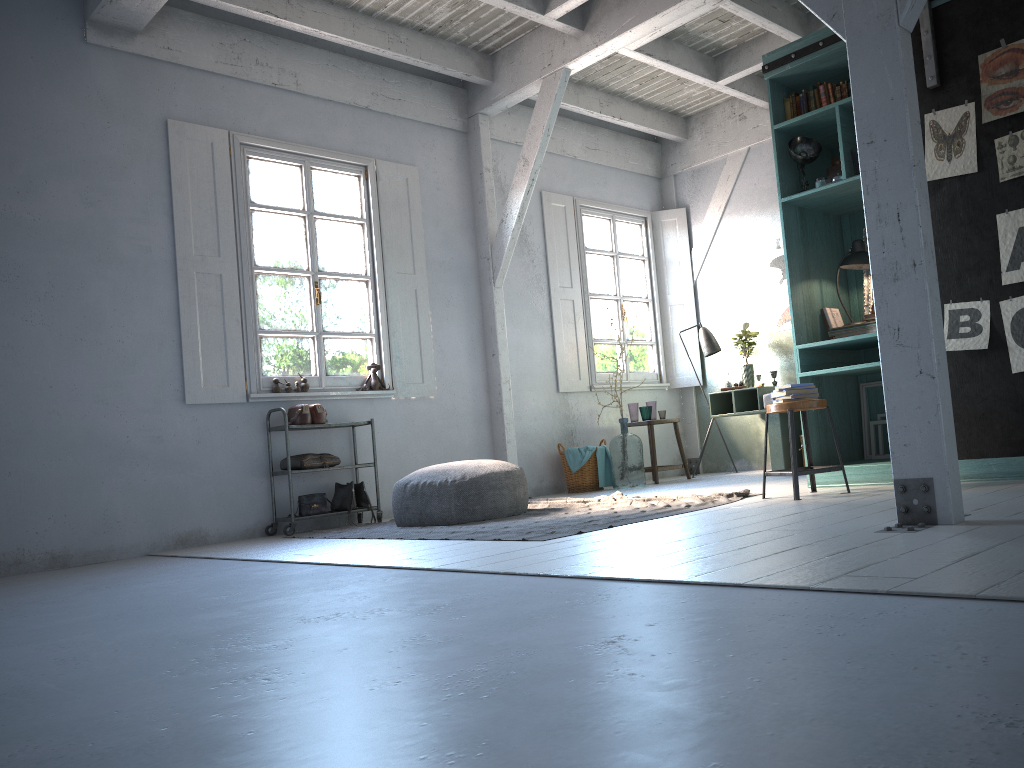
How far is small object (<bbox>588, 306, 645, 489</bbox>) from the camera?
8.8 meters

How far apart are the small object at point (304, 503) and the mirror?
4.6m

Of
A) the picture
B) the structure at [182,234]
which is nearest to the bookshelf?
the picture

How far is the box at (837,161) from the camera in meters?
6.4 m

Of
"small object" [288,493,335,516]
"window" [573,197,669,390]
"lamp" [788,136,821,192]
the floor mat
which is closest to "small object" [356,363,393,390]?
"small object" [288,493,335,516]

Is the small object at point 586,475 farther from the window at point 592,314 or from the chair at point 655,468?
the window at point 592,314

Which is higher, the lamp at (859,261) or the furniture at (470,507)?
the lamp at (859,261)

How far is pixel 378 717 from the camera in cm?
175

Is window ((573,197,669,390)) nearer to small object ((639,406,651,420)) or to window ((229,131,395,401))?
small object ((639,406,651,420))

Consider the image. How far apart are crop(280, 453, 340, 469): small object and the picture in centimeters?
480cm
